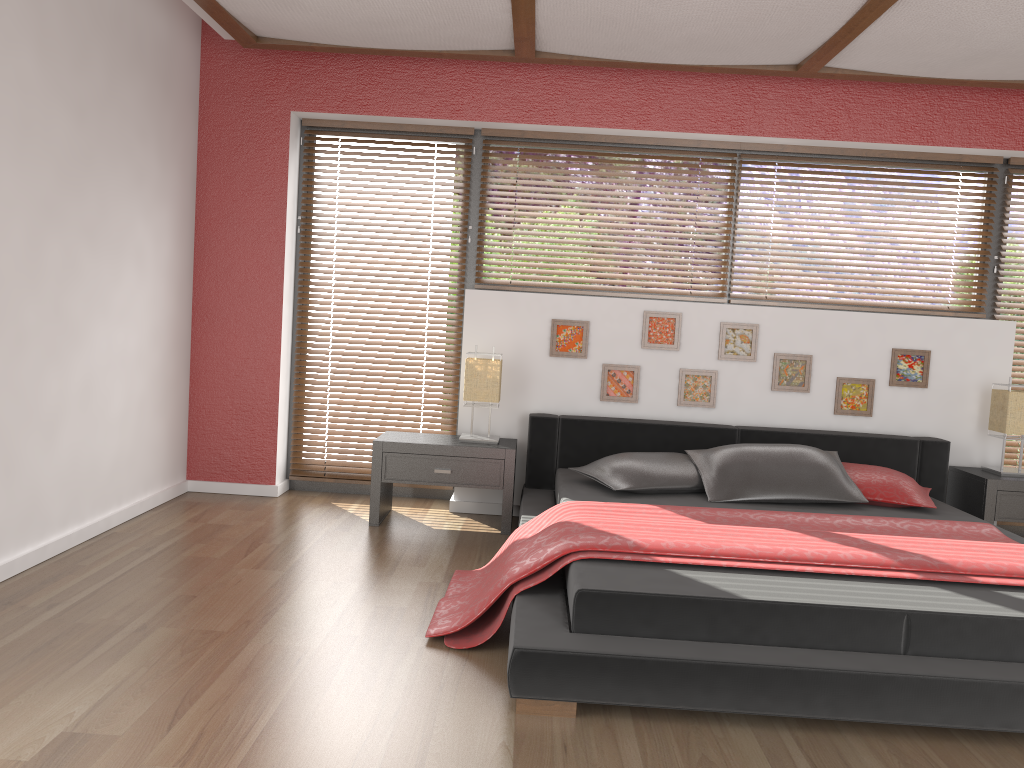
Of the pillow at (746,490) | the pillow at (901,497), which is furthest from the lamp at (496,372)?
the pillow at (901,497)

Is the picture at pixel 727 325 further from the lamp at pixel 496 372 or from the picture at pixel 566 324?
the lamp at pixel 496 372

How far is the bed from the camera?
2.32m

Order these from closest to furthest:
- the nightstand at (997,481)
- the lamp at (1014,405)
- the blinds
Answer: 1. the nightstand at (997,481)
2. the lamp at (1014,405)
3. the blinds

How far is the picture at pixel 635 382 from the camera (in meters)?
4.71

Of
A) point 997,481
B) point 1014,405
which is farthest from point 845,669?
point 1014,405

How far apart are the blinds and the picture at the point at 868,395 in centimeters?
96cm

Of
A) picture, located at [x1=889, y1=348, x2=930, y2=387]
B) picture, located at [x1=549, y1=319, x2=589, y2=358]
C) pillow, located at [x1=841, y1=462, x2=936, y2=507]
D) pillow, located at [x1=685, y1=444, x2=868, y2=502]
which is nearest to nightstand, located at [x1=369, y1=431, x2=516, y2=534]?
picture, located at [x1=549, y1=319, x2=589, y2=358]

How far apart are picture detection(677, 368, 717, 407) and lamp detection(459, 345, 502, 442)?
1.0m

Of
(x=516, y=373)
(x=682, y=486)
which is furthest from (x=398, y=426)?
(x=682, y=486)
